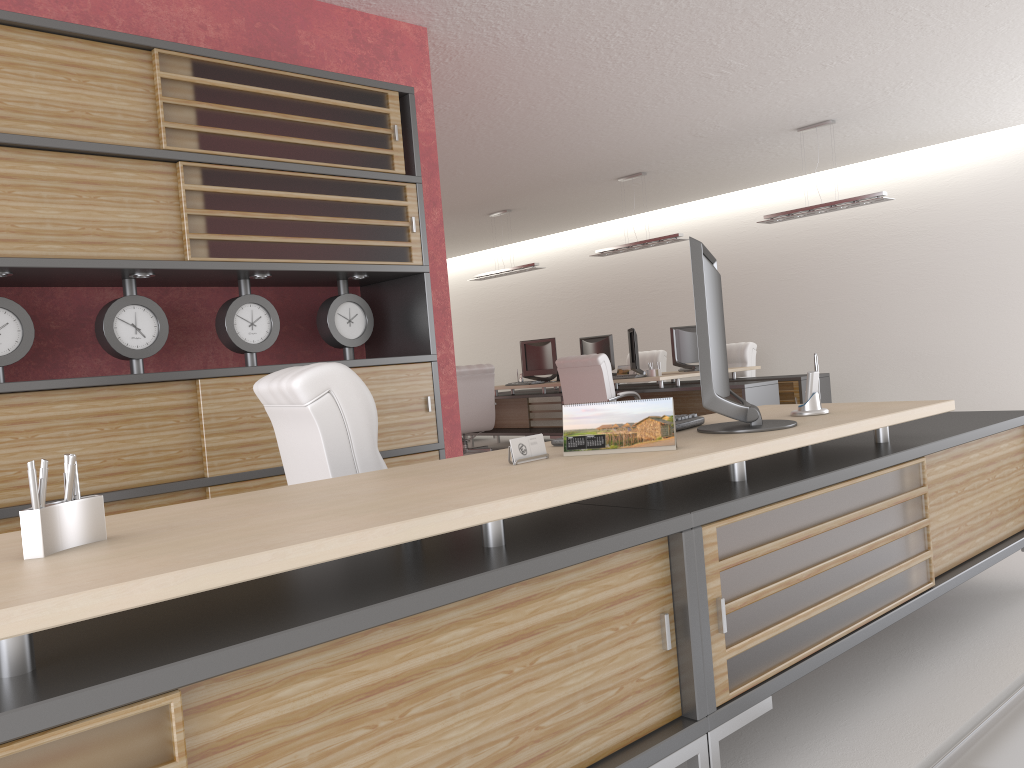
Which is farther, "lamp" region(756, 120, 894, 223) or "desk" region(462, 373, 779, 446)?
"desk" region(462, 373, 779, 446)

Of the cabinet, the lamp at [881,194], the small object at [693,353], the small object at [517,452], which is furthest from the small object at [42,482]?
the small object at [693,353]

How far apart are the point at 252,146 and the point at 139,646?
4.4m

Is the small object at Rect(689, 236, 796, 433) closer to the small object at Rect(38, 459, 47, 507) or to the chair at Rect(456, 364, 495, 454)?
the small object at Rect(38, 459, 47, 507)

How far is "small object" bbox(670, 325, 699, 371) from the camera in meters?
15.1

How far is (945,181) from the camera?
14.7 meters

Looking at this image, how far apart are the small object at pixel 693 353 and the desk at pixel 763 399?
1.10m

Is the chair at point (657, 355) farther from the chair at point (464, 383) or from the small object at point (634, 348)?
the chair at point (464, 383)

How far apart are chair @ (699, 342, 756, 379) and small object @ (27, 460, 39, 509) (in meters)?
14.47

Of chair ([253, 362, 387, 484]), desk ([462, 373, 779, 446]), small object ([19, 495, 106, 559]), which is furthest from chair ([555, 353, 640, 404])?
small object ([19, 495, 106, 559])
